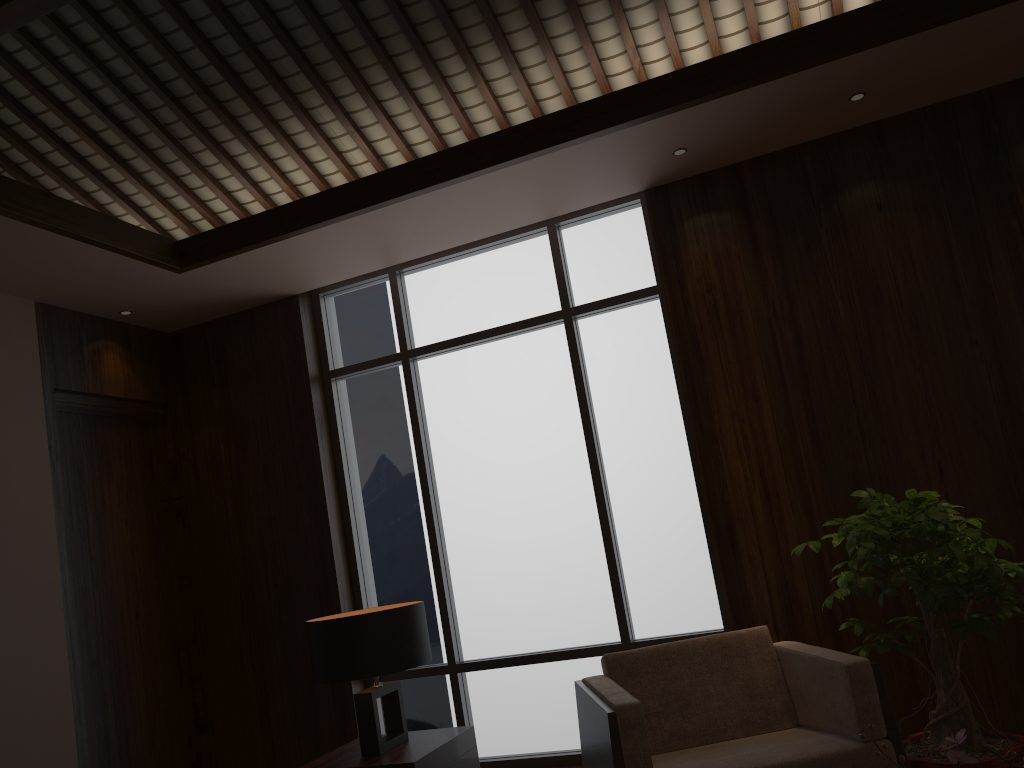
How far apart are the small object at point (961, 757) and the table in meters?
1.9 m

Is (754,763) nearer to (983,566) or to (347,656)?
A: (983,566)

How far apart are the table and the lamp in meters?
0.0

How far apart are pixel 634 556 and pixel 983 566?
1.75m

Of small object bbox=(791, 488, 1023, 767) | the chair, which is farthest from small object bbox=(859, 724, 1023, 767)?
small object bbox=(791, 488, 1023, 767)

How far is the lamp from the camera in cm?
305

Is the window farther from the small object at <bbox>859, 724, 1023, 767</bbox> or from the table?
the small object at <bbox>859, 724, 1023, 767</bbox>

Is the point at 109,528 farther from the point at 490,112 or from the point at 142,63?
the point at 490,112

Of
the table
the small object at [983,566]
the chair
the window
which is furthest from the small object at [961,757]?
the window

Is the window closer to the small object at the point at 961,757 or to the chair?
the chair
